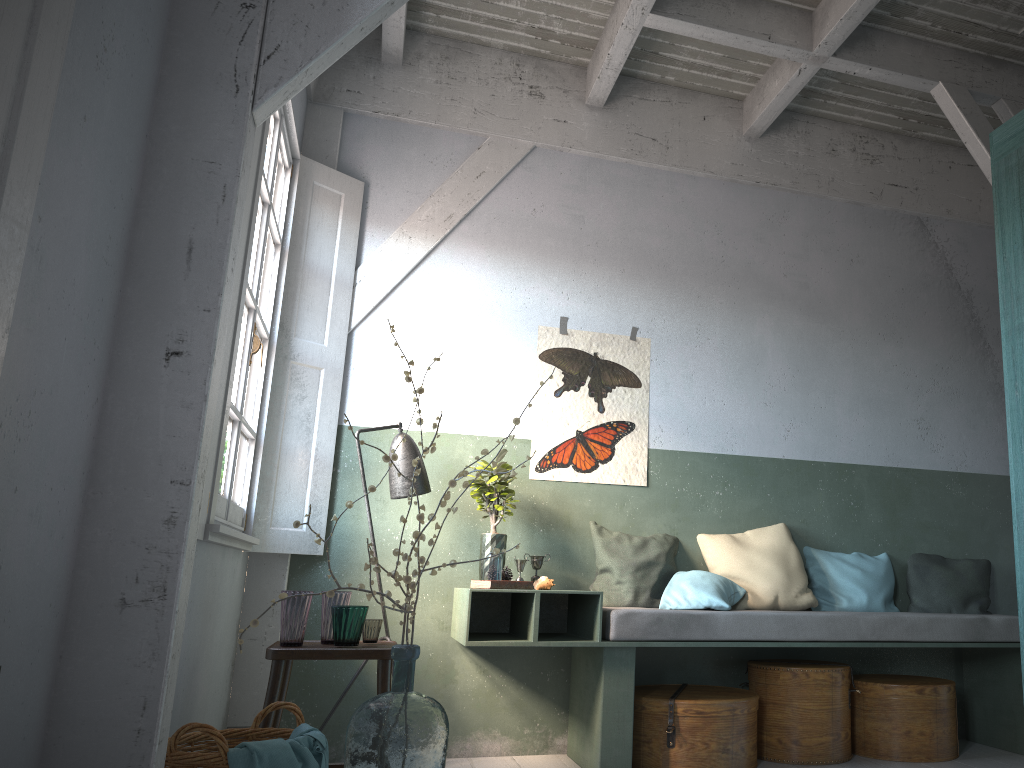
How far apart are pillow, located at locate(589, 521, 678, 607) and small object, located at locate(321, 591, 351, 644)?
1.7 meters

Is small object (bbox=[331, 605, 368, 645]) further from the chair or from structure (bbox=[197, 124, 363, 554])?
structure (bbox=[197, 124, 363, 554])

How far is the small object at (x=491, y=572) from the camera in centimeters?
457cm

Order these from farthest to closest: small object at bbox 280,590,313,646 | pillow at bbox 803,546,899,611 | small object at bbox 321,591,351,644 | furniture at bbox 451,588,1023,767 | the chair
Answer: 1. pillow at bbox 803,546,899,611
2. furniture at bbox 451,588,1023,767
3. small object at bbox 321,591,351,644
4. small object at bbox 280,590,313,646
5. the chair

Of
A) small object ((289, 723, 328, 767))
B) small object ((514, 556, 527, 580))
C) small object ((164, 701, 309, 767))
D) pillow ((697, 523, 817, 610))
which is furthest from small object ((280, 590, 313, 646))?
pillow ((697, 523, 817, 610))

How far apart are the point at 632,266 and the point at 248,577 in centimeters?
307cm

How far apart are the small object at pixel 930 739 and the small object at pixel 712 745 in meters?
0.7

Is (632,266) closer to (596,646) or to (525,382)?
(525,382)

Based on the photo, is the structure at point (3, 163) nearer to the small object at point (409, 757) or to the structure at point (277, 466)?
the small object at point (409, 757)

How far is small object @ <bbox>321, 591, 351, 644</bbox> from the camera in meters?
3.9 m
